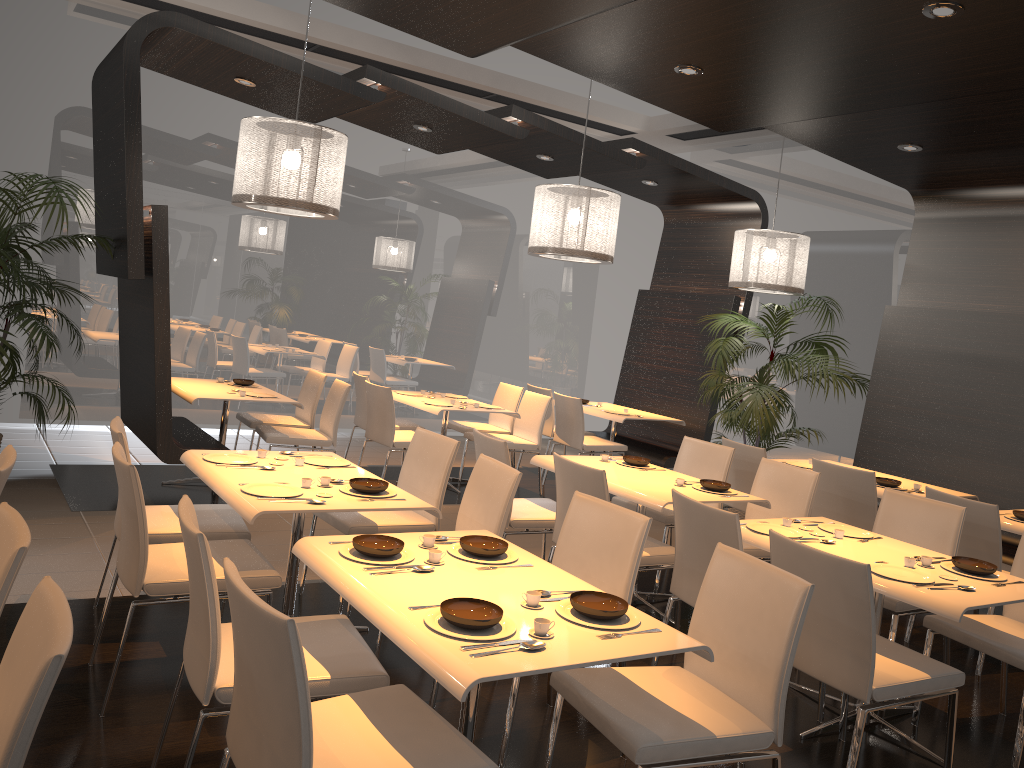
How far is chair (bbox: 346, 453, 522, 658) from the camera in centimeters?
383cm

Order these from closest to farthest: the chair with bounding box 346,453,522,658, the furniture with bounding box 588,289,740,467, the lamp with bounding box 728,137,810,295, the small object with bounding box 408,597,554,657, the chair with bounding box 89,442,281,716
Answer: the small object with bounding box 408,597,554,657
the chair with bounding box 89,442,281,716
the chair with bounding box 346,453,522,658
the lamp with bounding box 728,137,810,295
the furniture with bounding box 588,289,740,467

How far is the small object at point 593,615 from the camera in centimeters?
248cm

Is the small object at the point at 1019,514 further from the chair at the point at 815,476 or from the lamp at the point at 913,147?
the lamp at the point at 913,147

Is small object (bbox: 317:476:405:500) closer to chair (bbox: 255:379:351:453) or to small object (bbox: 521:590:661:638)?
small object (bbox: 521:590:661:638)

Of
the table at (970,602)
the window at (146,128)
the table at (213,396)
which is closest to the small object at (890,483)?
the table at (970,602)

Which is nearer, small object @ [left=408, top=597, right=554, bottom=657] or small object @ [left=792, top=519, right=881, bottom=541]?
small object @ [left=408, top=597, right=554, bottom=657]

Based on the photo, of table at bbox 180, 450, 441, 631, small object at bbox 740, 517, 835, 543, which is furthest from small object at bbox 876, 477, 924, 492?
table at bbox 180, 450, 441, 631

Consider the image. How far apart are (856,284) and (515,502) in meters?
5.4 m

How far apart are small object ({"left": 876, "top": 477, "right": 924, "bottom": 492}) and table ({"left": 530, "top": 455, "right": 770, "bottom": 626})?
1.37m
